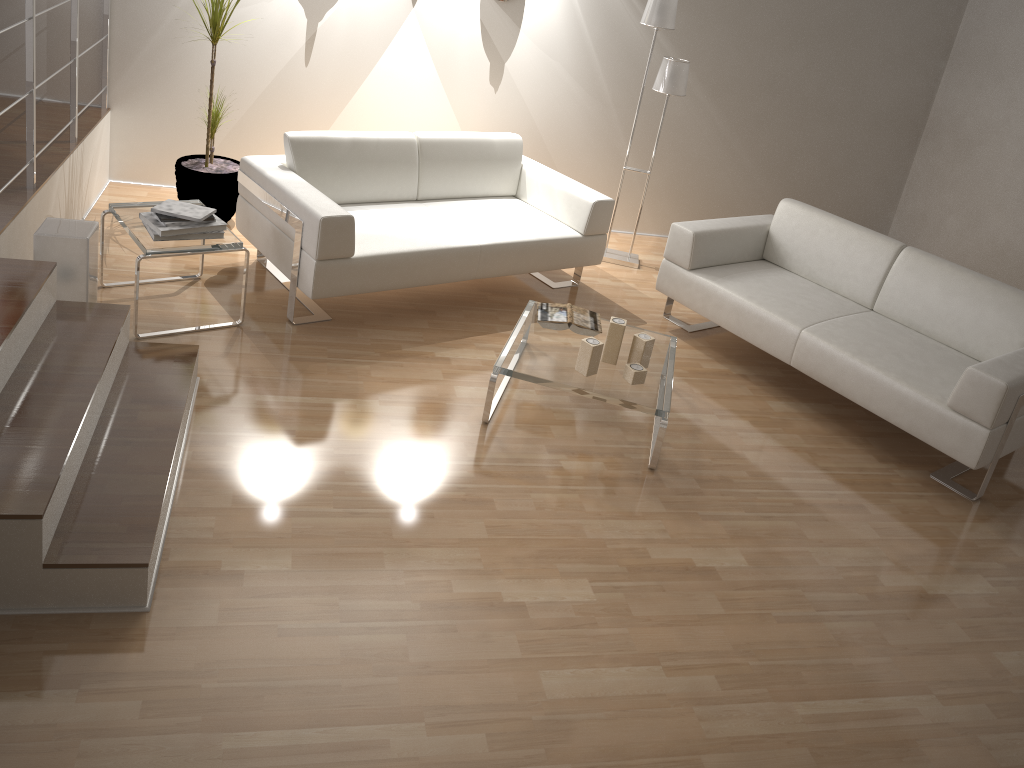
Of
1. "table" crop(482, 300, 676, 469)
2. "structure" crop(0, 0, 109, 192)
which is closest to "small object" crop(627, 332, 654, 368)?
"table" crop(482, 300, 676, 469)

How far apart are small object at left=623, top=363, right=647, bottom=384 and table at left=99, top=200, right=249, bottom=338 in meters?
1.7 m

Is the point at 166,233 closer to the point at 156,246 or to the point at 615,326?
the point at 156,246

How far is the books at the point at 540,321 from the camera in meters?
3.8

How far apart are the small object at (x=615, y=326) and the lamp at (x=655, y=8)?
1.95m

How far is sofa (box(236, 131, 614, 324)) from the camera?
3.8 meters

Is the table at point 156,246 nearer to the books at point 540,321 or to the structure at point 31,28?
the structure at point 31,28

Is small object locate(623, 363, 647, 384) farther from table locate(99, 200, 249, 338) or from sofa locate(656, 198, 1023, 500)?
table locate(99, 200, 249, 338)

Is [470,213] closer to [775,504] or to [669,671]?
[775,504]

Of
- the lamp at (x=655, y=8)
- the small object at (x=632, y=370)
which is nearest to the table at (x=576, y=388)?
the small object at (x=632, y=370)
